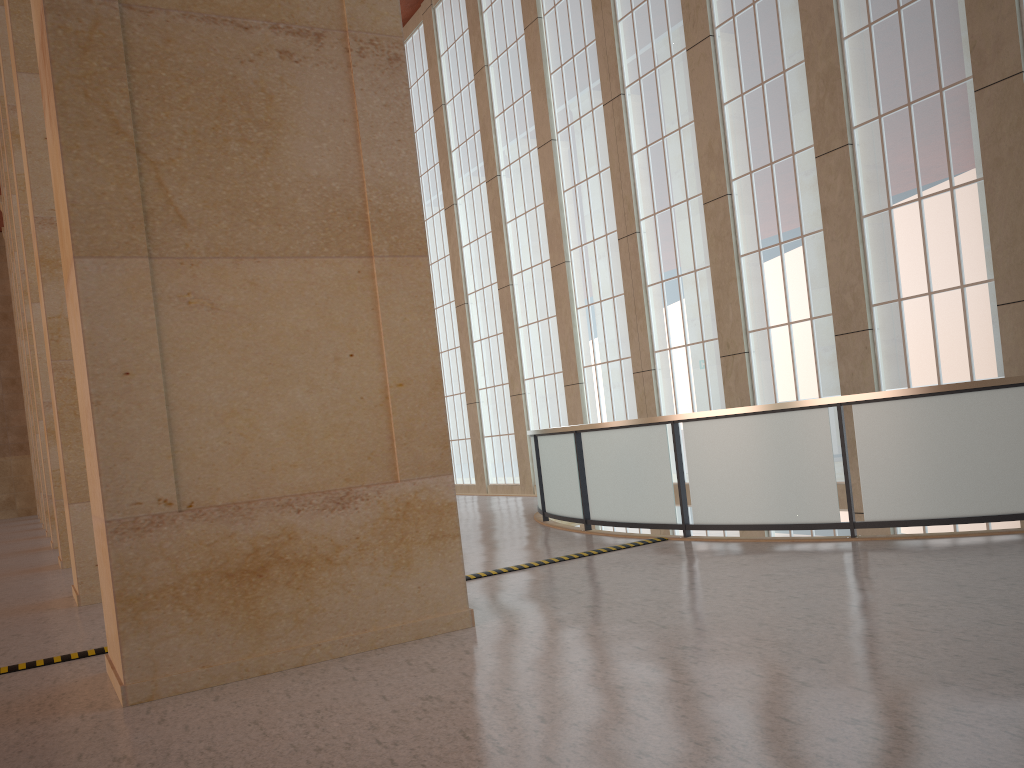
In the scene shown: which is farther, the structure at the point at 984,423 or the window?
the window

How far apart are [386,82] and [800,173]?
12.1m

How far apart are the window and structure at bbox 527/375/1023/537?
5.2m

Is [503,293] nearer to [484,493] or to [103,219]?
[484,493]

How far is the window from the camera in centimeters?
1513cm

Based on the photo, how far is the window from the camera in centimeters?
1513cm

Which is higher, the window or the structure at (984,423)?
the window

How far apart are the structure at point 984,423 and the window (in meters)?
5.21

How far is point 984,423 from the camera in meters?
10.2

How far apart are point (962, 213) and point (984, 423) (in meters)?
6.42
